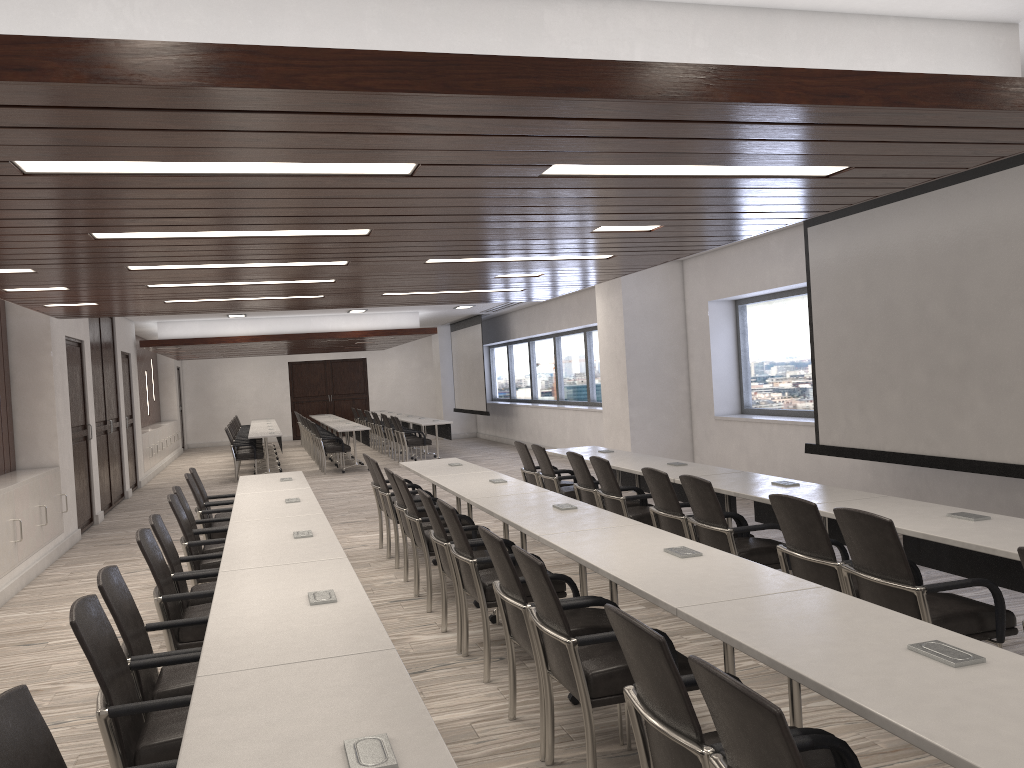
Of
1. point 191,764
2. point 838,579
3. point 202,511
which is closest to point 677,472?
point 838,579

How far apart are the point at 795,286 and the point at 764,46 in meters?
6.4 m

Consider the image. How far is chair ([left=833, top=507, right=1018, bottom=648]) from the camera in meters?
3.6 m

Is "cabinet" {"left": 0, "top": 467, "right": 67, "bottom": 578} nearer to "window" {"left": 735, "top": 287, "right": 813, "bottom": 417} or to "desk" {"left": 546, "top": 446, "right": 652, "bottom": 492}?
"desk" {"left": 546, "top": 446, "right": 652, "bottom": 492}

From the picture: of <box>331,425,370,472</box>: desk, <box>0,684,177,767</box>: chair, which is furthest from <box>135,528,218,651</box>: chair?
<box>331,425,370,472</box>: desk

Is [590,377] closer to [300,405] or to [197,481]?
[197,481]

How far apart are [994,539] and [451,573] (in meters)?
2.79

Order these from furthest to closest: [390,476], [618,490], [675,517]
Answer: [390,476]
[618,490]
[675,517]

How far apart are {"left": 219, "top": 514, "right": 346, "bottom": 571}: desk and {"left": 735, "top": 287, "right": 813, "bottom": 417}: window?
6.1m

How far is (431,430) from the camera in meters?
18.2 m
